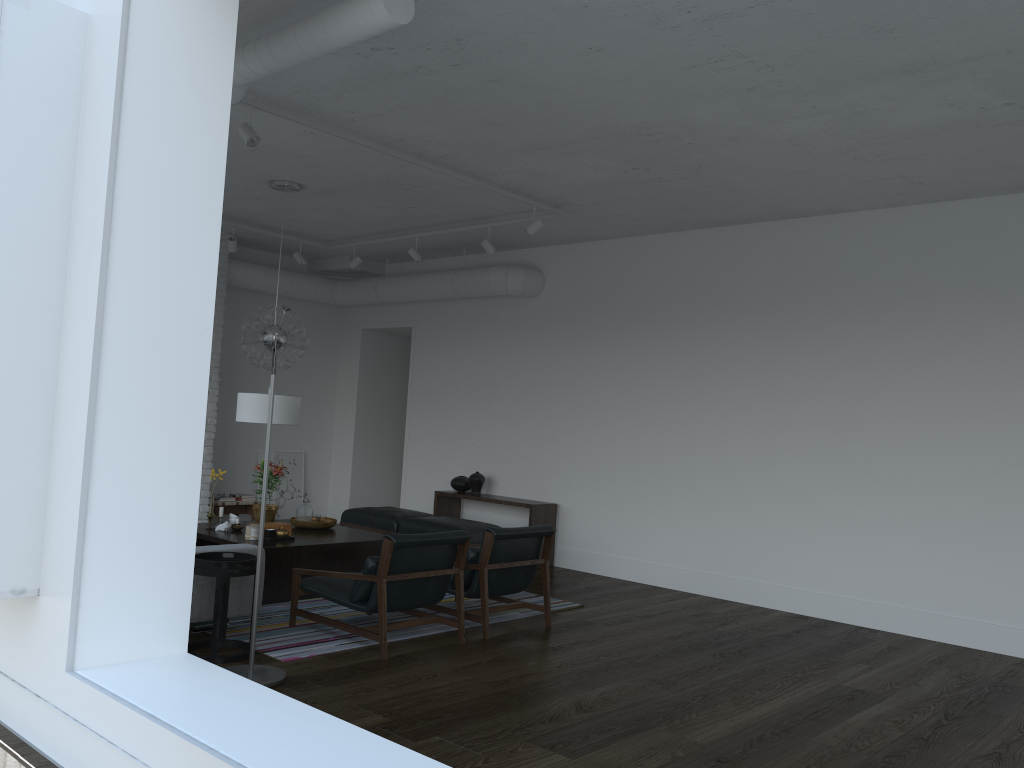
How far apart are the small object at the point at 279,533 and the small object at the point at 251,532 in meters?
0.2

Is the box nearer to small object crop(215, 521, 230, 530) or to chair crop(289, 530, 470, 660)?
small object crop(215, 521, 230, 530)

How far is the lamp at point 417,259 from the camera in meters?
8.7 m

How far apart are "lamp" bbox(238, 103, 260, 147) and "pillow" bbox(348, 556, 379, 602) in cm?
253

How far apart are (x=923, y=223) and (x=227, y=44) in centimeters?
557cm

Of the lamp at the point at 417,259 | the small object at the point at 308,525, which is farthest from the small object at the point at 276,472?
the lamp at the point at 417,259

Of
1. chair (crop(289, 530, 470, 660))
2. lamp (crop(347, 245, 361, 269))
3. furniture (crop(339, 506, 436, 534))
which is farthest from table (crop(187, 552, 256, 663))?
lamp (crop(347, 245, 361, 269))

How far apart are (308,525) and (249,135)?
3.3m

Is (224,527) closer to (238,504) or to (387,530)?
(387,530)

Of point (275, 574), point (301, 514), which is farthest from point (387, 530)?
point (275, 574)
